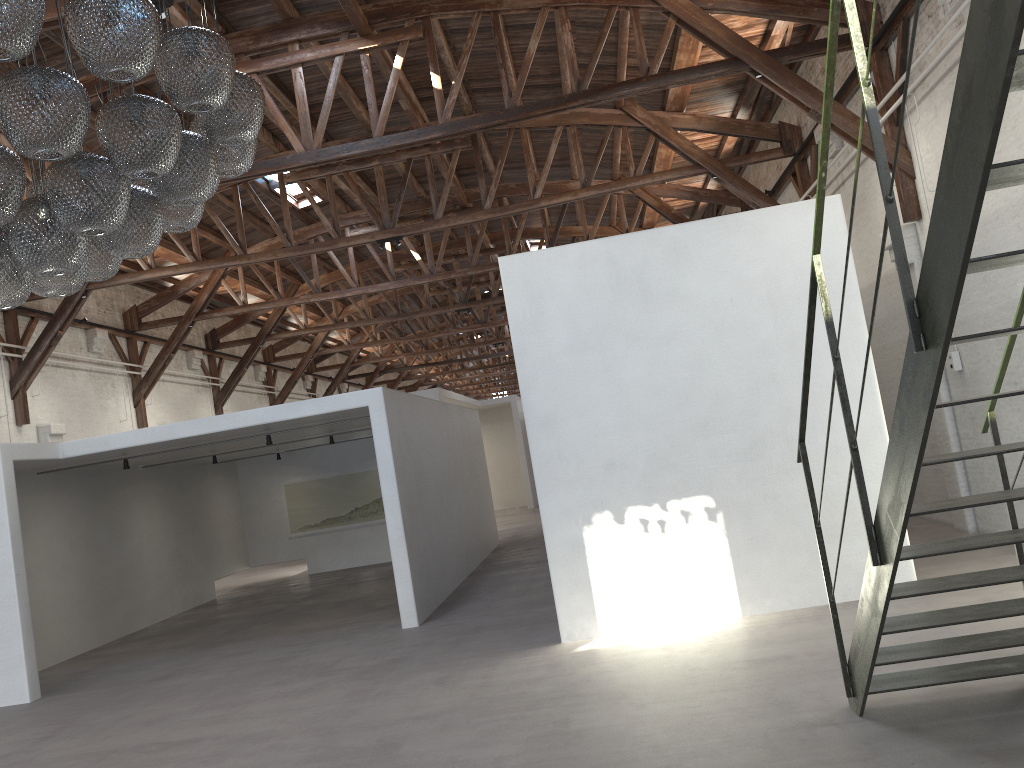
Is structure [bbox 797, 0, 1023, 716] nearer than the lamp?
Yes

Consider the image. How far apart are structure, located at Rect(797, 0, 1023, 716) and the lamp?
2.6m

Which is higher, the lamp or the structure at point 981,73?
the lamp

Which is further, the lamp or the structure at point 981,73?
the lamp

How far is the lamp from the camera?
3.5 meters

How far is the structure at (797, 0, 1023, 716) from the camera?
2.1 meters

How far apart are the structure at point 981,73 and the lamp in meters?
2.6

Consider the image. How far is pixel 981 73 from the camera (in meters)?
2.11

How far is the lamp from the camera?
3.46m

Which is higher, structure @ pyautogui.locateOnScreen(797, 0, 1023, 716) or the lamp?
the lamp
